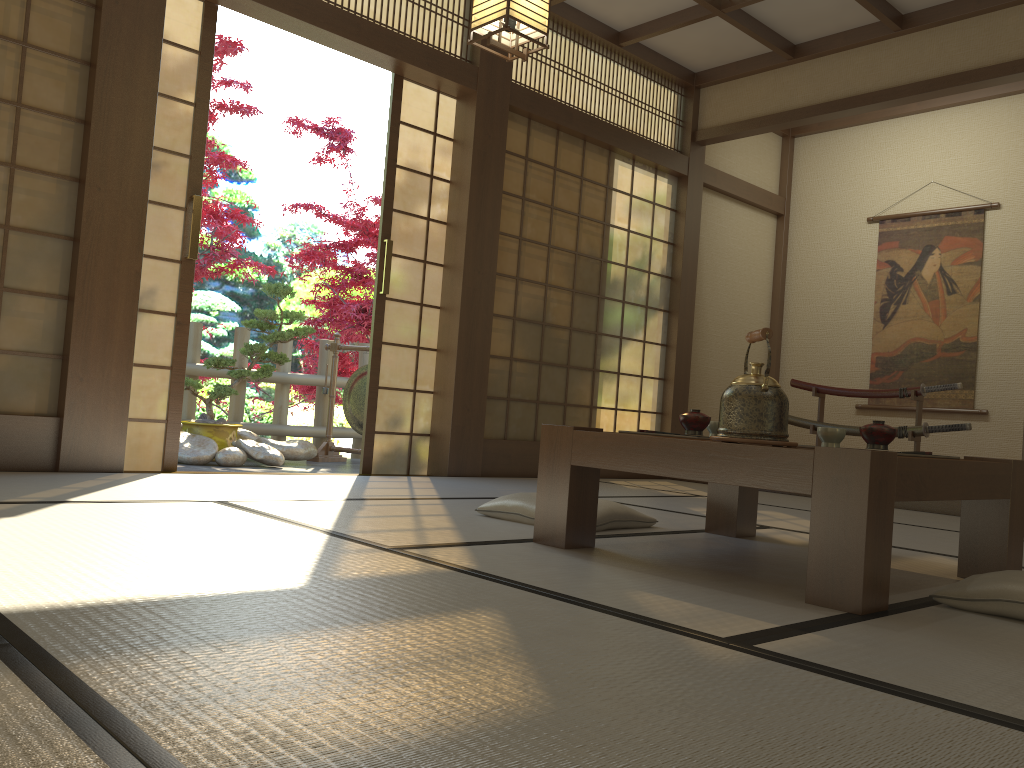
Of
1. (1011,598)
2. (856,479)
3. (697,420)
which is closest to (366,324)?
(697,420)

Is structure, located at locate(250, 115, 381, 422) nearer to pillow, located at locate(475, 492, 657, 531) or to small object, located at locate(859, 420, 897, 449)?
pillow, located at locate(475, 492, 657, 531)

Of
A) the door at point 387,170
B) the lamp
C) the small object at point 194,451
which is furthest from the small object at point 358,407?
the lamp

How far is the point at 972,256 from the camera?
6.4 meters

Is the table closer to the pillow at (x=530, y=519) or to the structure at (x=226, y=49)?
the pillow at (x=530, y=519)

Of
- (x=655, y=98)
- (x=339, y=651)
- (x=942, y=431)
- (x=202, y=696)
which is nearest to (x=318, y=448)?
(x=655, y=98)

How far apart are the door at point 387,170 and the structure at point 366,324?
3.0 meters

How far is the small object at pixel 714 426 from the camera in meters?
2.9 m

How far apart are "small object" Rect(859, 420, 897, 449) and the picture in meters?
4.4 m

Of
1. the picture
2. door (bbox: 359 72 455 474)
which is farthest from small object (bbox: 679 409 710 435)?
the picture
